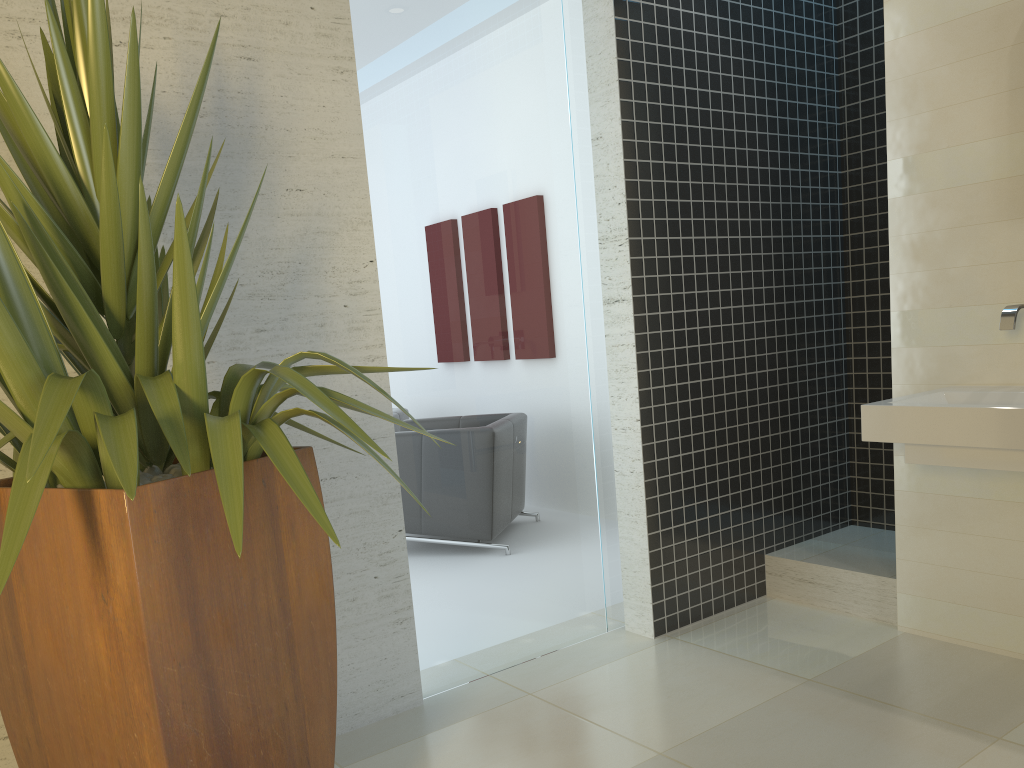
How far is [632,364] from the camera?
3.49m

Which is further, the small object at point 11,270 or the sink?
the sink

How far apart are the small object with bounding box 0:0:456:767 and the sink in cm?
178

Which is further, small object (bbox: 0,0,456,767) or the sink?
the sink

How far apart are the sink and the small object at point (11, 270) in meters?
1.8

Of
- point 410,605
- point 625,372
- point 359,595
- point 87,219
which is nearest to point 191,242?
point 87,219

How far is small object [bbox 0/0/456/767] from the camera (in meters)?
1.45

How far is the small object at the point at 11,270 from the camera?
1.45m
